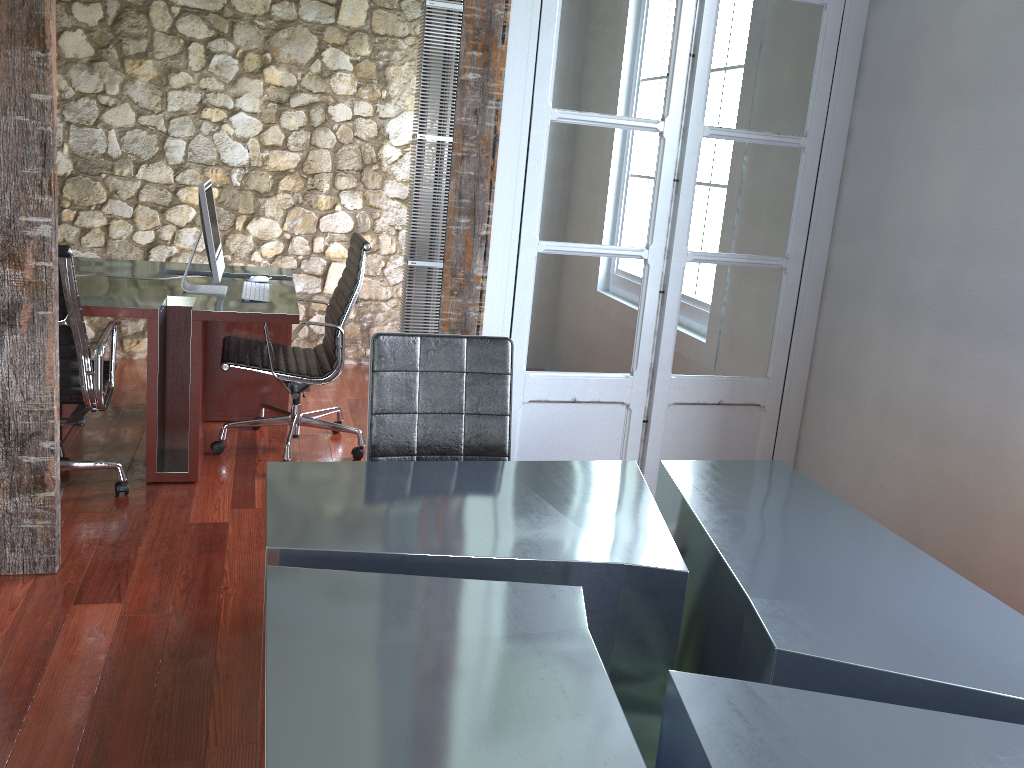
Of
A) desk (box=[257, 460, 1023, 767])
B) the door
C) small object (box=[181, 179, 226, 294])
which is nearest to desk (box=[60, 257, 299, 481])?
small object (box=[181, 179, 226, 294])

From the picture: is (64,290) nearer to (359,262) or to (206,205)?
(206,205)

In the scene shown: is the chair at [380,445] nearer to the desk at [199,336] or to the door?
the door

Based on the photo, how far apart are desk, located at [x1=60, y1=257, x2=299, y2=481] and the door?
1.1m

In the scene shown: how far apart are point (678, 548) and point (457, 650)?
0.9 meters

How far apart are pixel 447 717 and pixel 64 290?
2.4 meters

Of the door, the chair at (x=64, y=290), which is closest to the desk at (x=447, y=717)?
the door

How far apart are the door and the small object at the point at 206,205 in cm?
150

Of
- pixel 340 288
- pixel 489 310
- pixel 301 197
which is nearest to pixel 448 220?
pixel 489 310

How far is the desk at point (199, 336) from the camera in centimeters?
356cm
